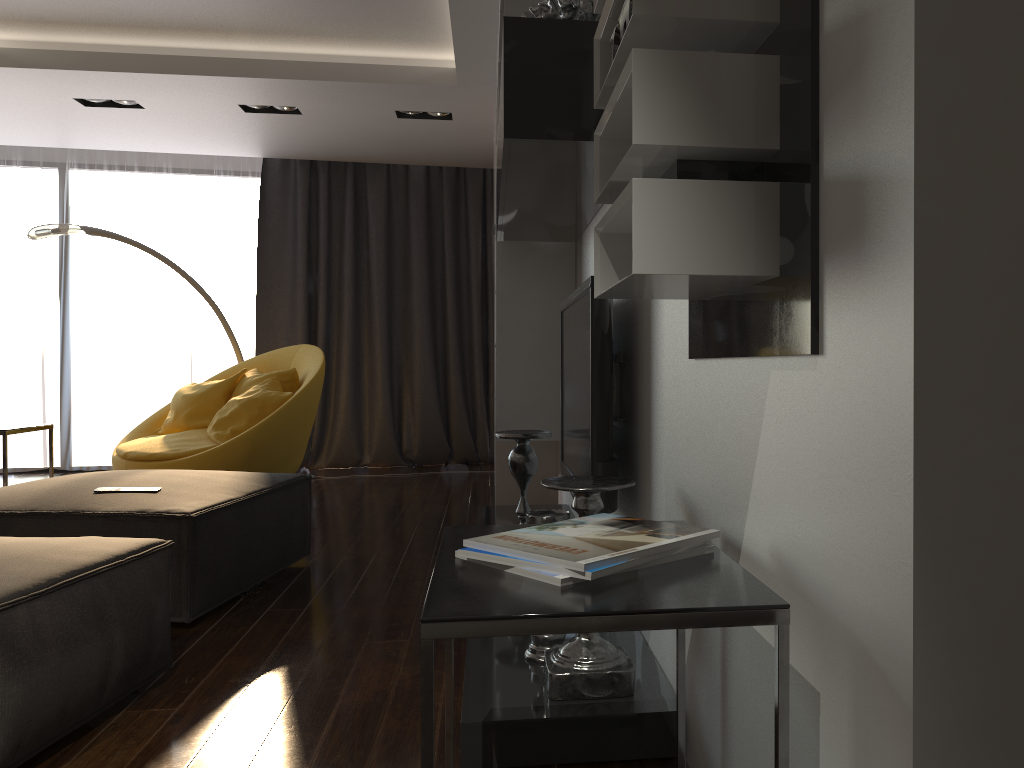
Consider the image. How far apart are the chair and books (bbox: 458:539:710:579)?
4.0m

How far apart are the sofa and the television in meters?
1.2

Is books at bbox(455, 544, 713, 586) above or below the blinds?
below

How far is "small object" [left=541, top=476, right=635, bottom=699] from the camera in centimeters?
197cm

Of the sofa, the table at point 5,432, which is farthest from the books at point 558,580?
the table at point 5,432

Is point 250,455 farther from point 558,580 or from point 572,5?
point 558,580

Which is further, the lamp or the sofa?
the lamp

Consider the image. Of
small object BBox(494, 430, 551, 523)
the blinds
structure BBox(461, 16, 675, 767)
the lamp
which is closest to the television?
small object BBox(494, 430, 551, 523)

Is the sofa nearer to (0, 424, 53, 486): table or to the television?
the television

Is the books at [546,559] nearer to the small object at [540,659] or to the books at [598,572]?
the books at [598,572]
